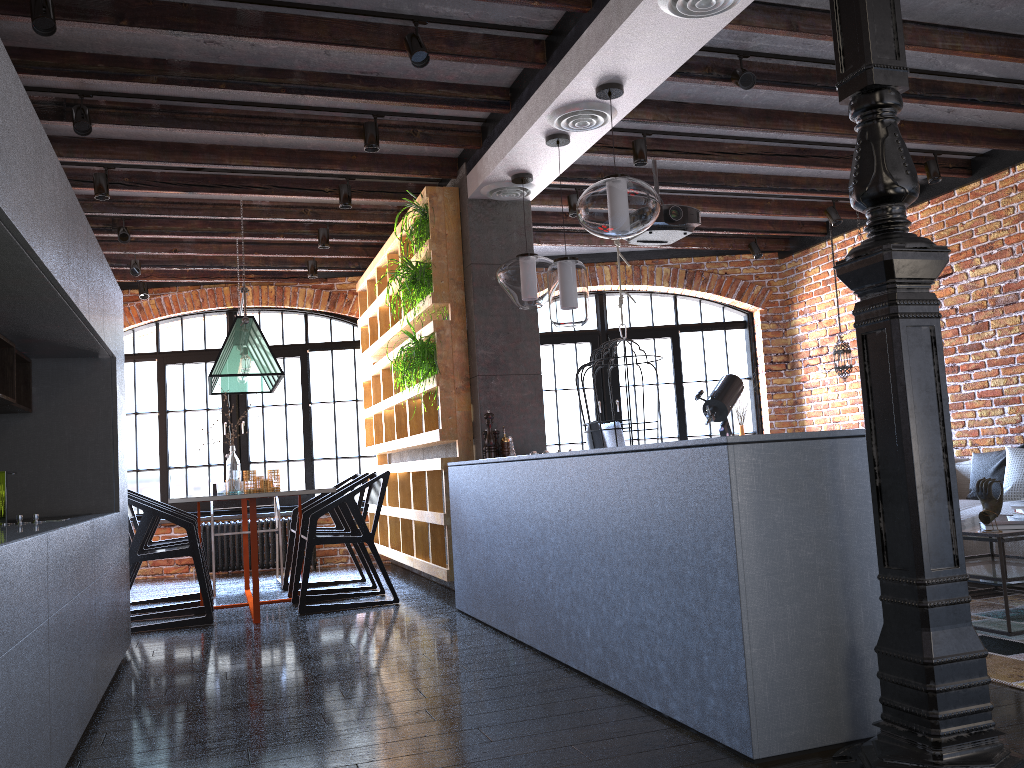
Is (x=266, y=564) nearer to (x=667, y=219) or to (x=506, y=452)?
(x=506, y=452)

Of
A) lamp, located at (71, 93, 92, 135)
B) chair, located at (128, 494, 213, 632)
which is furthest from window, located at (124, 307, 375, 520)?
lamp, located at (71, 93, 92, 135)

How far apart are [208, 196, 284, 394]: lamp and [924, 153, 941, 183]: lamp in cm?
447

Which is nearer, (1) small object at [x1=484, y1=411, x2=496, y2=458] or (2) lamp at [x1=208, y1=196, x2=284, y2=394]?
(1) small object at [x1=484, y1=411, x2=496, y2=458]

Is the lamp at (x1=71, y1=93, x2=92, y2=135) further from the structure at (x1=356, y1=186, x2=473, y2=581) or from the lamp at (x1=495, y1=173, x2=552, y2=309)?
the lamp at (x1=495, y1=173, x2=552, y2=309)

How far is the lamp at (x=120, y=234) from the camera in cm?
617

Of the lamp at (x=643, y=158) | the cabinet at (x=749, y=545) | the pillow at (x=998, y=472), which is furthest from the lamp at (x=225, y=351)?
the pillow at (x=998, y=472)

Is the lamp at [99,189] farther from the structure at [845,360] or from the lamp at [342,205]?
the structure at [845,360]

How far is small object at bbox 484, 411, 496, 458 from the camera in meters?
5.0 m

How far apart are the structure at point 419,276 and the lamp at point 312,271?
2.3 meters
